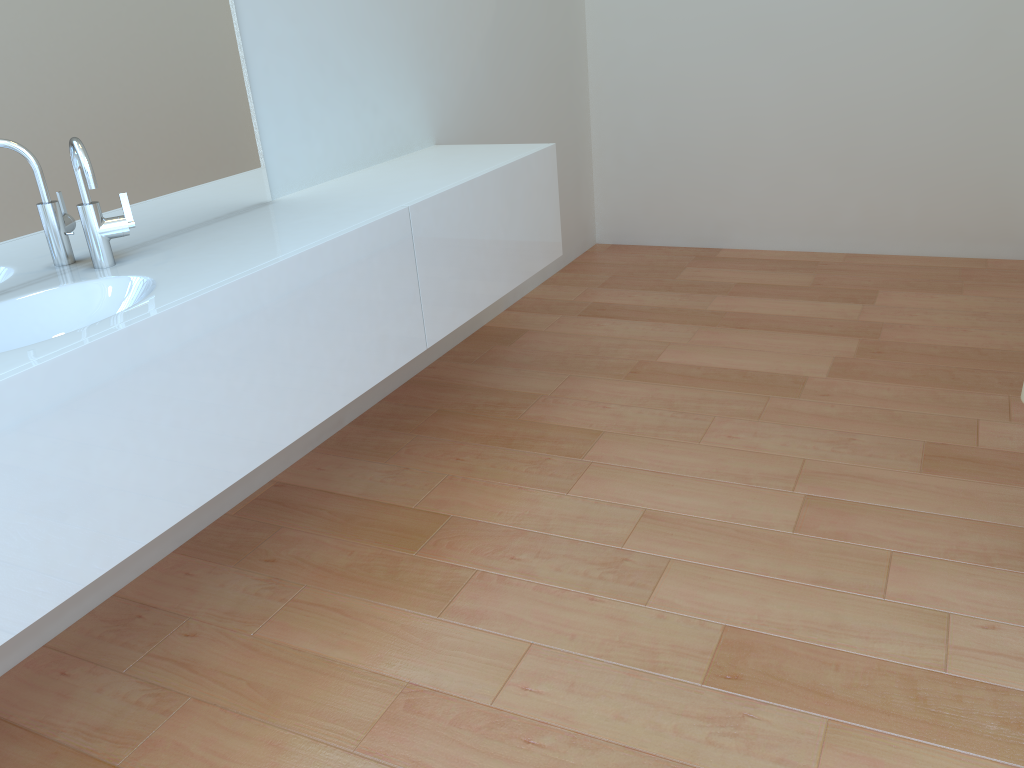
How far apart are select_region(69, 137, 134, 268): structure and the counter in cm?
3

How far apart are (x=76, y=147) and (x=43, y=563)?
0.80m

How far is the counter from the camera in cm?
137

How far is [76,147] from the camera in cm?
168

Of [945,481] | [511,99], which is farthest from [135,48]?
[945,481]

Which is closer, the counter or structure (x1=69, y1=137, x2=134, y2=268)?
the counter

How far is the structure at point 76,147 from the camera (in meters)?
1.68

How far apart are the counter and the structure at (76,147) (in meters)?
0.03

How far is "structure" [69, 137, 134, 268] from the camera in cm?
168
